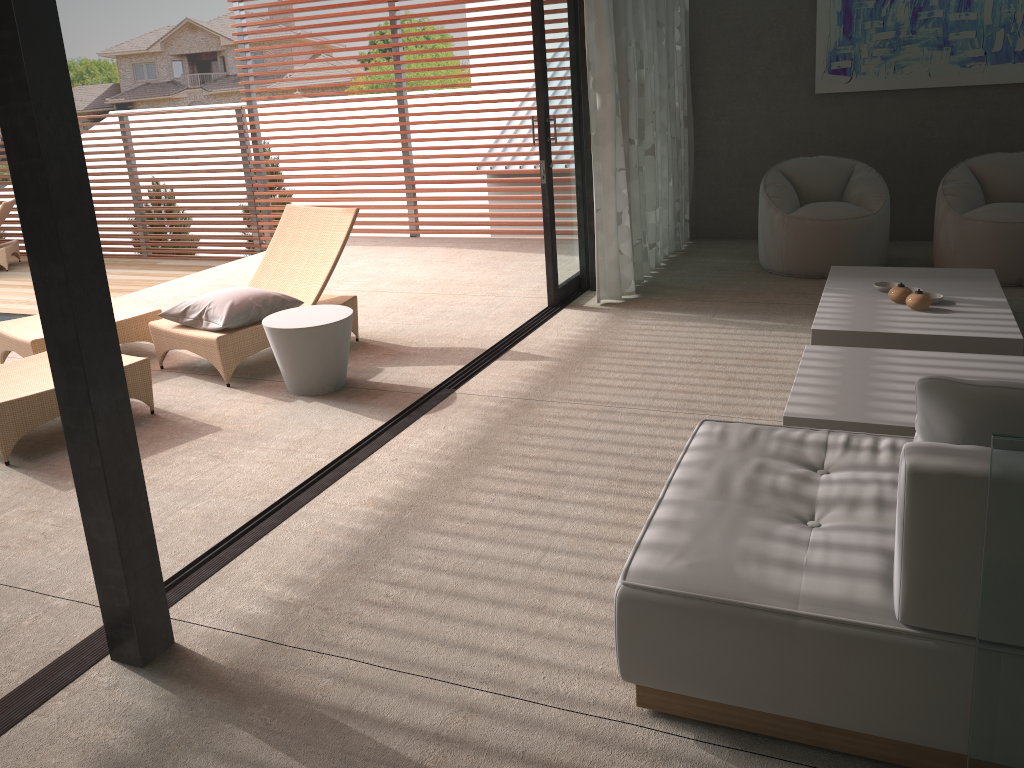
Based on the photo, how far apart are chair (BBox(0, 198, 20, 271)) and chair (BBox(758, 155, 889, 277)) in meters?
8.7

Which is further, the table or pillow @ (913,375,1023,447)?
the table

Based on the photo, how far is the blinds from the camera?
5.6m

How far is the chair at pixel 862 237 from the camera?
6.1 meters

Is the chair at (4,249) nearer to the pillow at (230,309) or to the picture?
the pillow at (230,309)

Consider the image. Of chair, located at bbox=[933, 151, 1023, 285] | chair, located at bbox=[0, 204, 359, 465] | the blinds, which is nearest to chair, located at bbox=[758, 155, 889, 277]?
chair, located at bbox=[933, 151, 1023, 285]

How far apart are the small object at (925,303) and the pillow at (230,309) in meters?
3.3 m

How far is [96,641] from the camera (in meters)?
2.64

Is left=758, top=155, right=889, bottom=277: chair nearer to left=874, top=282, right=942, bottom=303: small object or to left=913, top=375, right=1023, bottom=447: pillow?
left=874, top=282, right=942, bottom=303: small object

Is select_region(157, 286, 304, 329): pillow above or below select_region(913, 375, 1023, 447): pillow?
below
